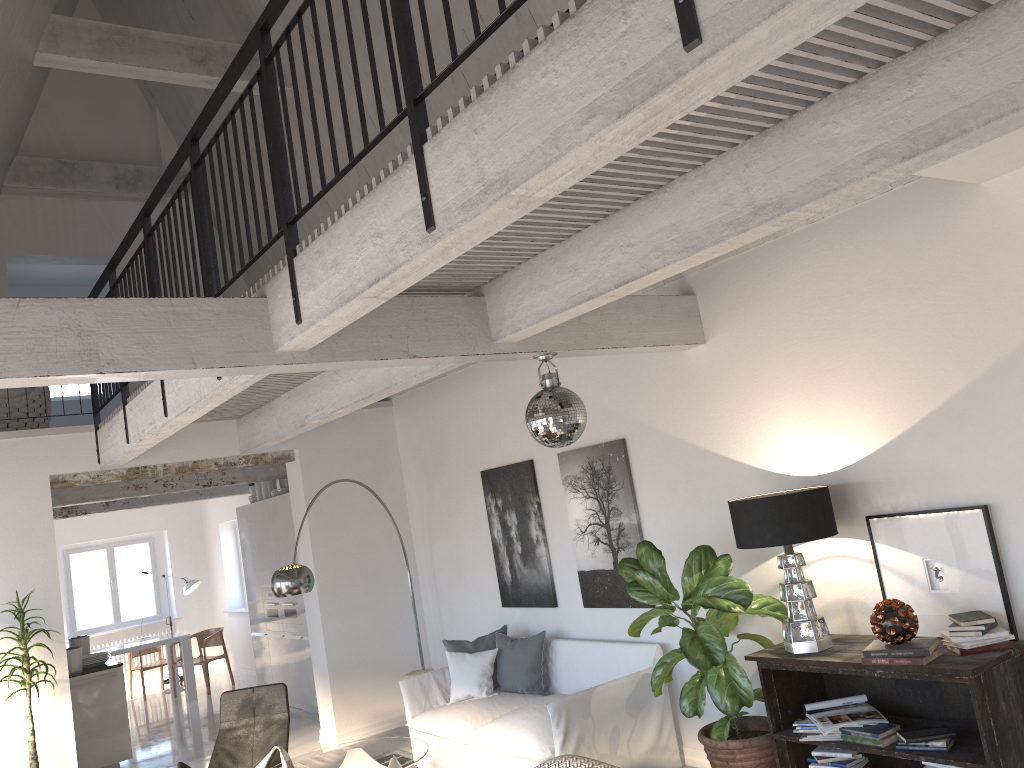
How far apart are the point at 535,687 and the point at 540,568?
0.9 meters

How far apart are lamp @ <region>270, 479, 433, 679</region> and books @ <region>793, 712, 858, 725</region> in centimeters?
359cm

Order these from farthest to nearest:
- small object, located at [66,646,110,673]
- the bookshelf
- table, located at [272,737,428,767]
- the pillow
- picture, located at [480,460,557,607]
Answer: small object, located at [66,646,110,673] → picture, located at [480,460,557,607] → the pillow → table, located at [272,737,428,767] → the bookshelf

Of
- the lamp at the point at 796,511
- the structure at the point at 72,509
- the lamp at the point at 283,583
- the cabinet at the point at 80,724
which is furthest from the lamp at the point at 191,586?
the lamp at the point at 796,511

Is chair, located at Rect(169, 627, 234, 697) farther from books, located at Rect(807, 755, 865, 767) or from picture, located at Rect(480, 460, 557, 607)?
books, located at Rect(807, 755, 865, 767)

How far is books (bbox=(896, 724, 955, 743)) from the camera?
4.0m

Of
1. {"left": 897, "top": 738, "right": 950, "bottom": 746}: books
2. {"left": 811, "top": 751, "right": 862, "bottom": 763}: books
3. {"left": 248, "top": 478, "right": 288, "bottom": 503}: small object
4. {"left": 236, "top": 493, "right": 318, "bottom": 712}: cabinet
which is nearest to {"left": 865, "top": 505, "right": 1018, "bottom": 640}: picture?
{"left": 897, "top": 738, "right": 950, "bottom": 746}: books

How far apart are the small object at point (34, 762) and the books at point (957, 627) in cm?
595

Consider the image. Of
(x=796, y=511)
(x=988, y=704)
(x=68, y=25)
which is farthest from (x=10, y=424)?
(x=988, y=704)

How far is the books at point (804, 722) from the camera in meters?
4.5
